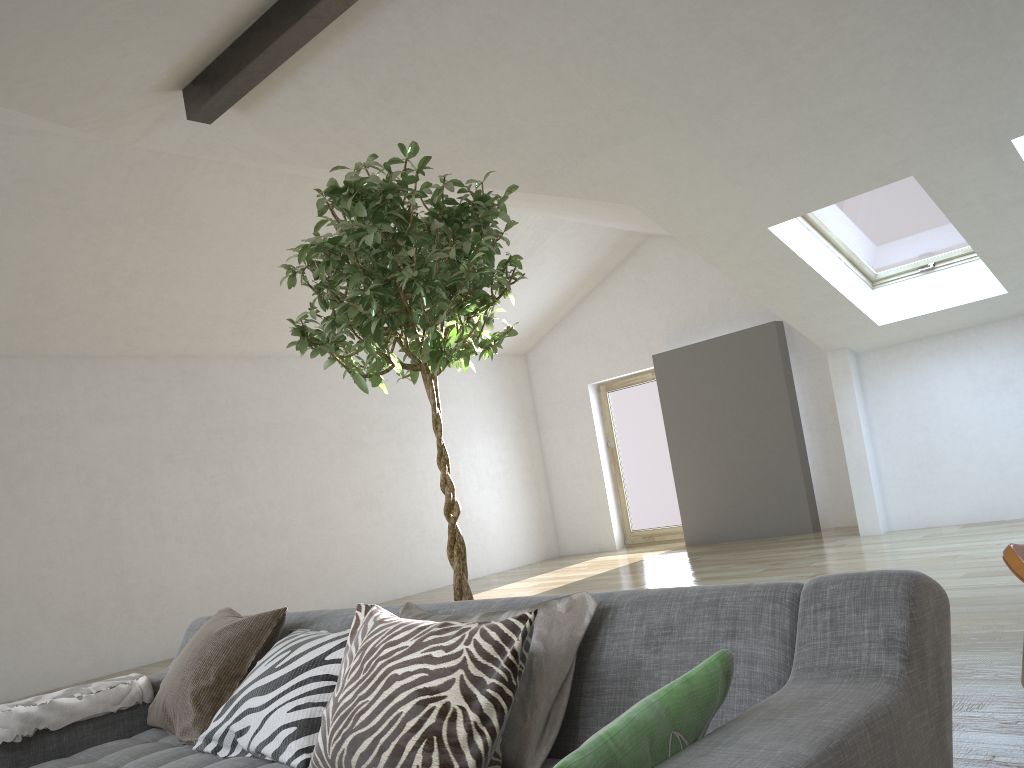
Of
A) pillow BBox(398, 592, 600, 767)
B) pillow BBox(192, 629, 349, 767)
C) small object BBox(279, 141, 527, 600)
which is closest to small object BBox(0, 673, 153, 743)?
pillow BBox(192, 629, 349, 767)

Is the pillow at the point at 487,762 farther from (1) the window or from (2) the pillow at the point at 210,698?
(1) the window

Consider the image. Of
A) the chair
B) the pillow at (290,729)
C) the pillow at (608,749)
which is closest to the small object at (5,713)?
the pillow at (290,729)

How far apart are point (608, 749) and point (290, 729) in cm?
116

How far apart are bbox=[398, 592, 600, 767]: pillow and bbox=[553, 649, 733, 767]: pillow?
0.47m

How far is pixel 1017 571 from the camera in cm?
279

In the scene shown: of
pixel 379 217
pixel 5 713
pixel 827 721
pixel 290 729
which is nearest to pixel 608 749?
pixel 827 721

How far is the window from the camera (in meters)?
6.56

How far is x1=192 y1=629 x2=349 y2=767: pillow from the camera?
2.0m

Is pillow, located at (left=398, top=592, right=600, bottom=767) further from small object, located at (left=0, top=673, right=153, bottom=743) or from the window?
the window
